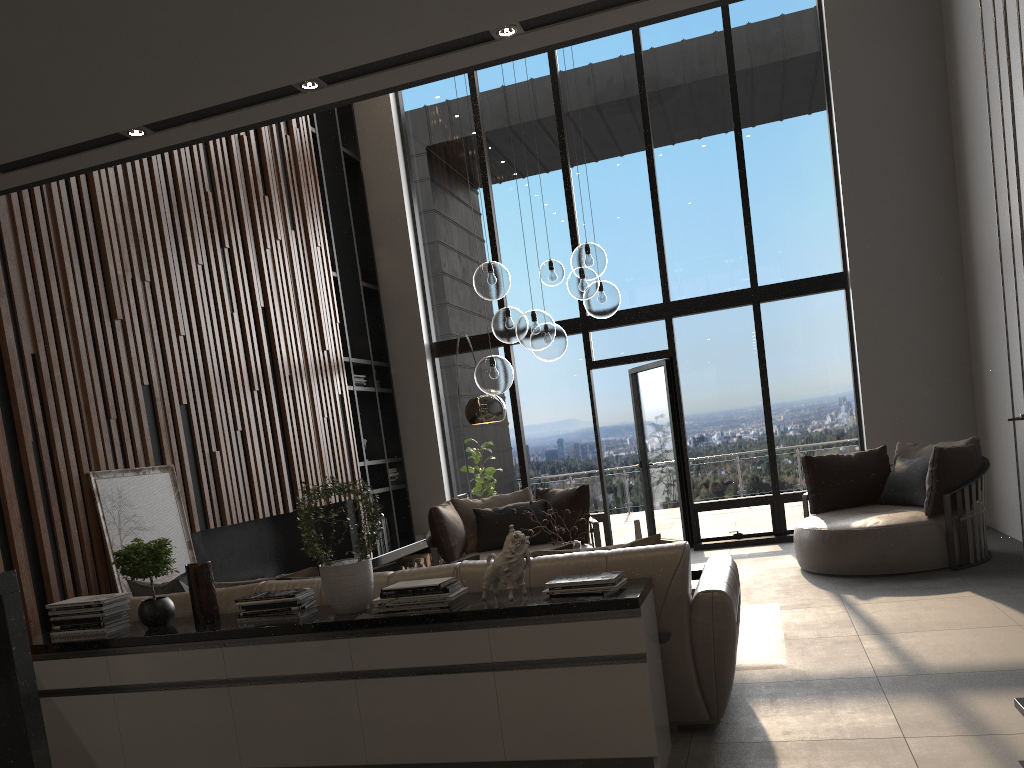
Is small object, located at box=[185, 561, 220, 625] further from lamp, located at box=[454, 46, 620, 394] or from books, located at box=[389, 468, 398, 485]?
books, located at box=[389, 468, 398, 485]

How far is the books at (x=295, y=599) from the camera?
3.5 meters

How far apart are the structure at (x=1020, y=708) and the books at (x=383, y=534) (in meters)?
6.79

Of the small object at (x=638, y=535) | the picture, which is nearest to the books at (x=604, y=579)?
the small object at (x=638, y=535)

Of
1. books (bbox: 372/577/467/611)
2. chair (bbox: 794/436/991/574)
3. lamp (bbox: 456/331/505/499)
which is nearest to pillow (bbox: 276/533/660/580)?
books (bbox: 372/577/467/611)

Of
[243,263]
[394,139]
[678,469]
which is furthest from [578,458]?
[243,263]

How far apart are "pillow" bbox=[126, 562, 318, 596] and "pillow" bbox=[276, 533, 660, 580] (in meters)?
0.36

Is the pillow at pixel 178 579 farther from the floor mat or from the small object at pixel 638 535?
the floor mat

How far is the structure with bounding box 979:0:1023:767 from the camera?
2.8m

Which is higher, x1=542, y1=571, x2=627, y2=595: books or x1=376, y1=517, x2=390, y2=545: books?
x1=542, y1=571, x2=627, y2=595: books
